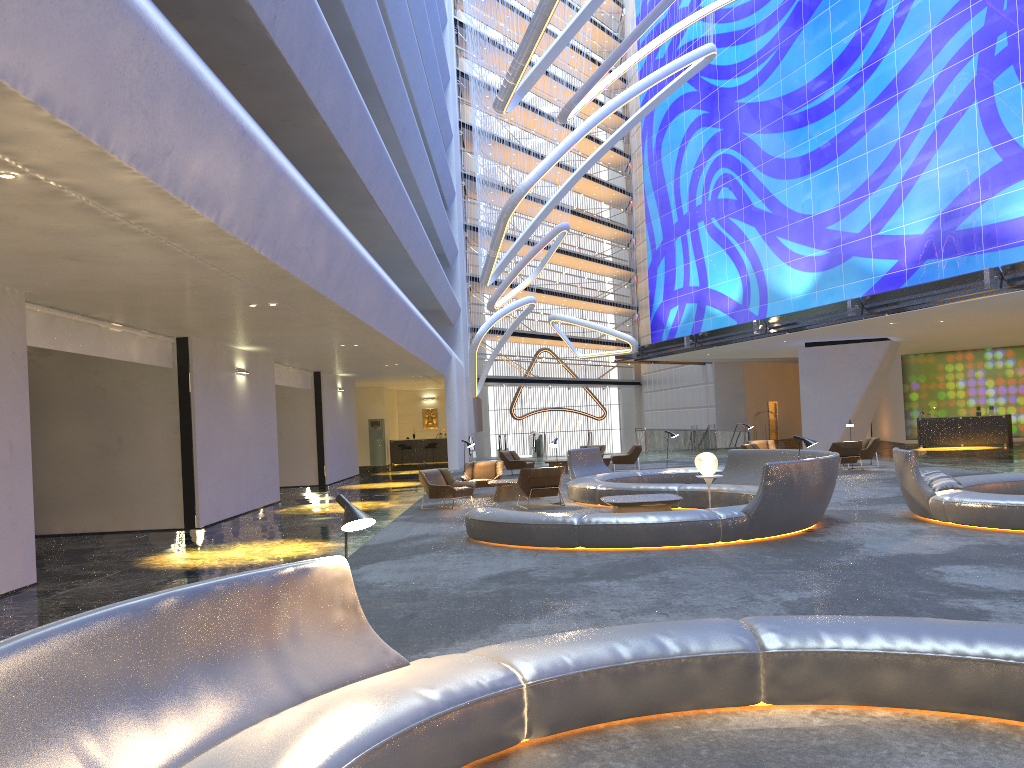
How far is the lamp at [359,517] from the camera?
4.5m

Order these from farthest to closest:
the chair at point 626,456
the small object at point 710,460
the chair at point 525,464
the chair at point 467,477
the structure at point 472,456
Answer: the structure at point 472,456, the chair at point 626,456, the chair at point 525,464, the chair at point 467,477, the small object at point 710,460

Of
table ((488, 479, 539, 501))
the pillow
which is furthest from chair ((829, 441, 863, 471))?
the pillow

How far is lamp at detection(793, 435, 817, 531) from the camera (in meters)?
11.76

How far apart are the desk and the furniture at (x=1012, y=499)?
19.3 meters

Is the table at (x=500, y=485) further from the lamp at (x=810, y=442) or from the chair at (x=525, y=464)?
the chair at (x=525, y=464)

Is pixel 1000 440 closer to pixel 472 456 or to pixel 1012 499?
pixel 472 456

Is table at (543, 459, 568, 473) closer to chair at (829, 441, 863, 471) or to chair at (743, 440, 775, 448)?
chair at (743, 440, 775, 448)

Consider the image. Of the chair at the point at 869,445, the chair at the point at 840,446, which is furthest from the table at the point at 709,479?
the chair at the point at 869,445

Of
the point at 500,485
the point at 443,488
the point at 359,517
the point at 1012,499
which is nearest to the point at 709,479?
the point at 1012,499
